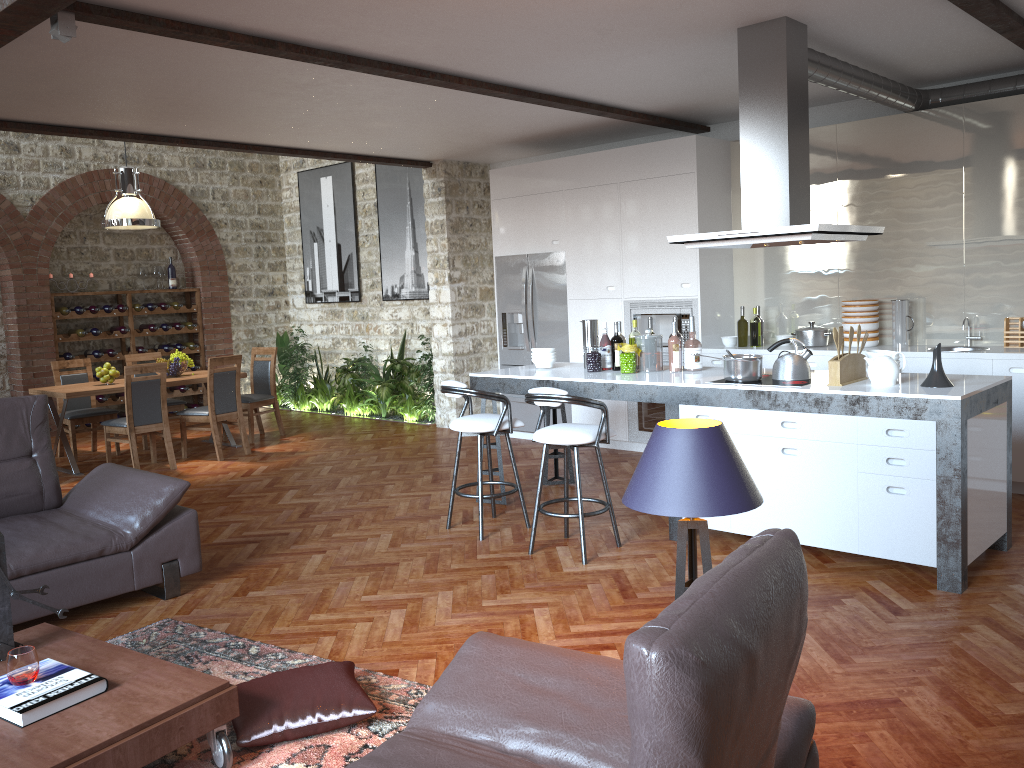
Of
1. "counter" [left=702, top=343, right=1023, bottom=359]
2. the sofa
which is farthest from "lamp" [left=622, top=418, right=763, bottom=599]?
"counter" [left=702, top=343, right=1023, bottom=359]

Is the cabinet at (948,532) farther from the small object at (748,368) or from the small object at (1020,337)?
the small object at (1020,337)

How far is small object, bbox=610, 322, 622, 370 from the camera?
→ 5.9m

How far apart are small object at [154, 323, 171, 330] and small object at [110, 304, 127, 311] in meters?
0.6 m

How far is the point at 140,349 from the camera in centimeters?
1136cm

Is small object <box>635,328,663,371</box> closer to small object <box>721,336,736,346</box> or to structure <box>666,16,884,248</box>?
structure <box>666,16,884,248</box>

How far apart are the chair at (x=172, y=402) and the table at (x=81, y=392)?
0.47m

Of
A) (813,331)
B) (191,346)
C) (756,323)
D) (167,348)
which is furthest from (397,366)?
(813,331)

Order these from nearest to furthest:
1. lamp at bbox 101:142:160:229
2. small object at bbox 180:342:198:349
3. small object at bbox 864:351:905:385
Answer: small object at bbox 864:351:905:385, lamp at bbox 101:142:160:229, small object at bbox 180:342:198:349

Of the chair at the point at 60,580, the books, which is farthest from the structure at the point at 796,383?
the books
